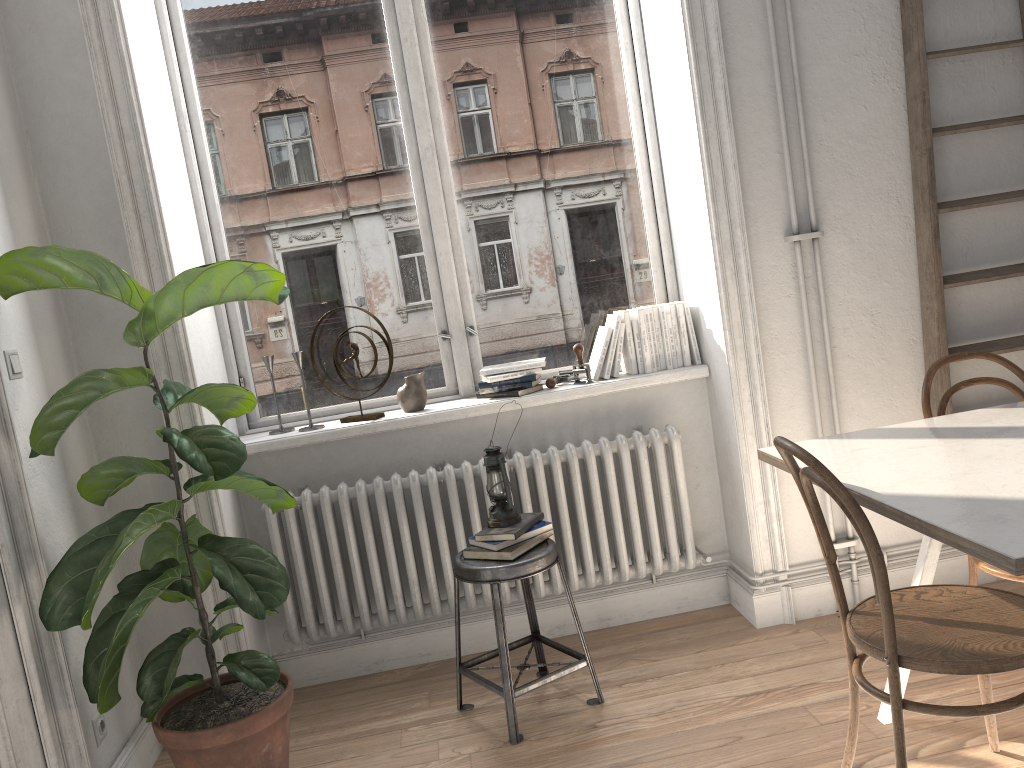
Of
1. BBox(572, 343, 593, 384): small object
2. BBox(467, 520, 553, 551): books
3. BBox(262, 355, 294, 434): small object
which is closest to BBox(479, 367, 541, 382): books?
BBox(572, 343, 593, 384): small object

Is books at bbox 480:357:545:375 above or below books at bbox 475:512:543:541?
above

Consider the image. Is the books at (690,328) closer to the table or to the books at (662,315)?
the books at (662,315)

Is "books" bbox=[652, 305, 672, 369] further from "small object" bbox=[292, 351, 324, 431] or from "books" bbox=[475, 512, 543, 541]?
"small object" bbox=[292, 351, 324, 431]

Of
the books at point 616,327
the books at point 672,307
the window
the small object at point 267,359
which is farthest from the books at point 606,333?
the small object at point 267,359

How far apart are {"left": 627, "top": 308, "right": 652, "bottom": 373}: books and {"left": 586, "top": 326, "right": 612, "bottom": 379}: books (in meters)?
0.12

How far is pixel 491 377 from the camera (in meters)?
3.25

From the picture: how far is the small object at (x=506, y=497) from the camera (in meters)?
2.80

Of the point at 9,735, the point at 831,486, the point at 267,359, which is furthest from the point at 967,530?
the point at 267,359

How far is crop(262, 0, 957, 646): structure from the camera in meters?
3.1 m
